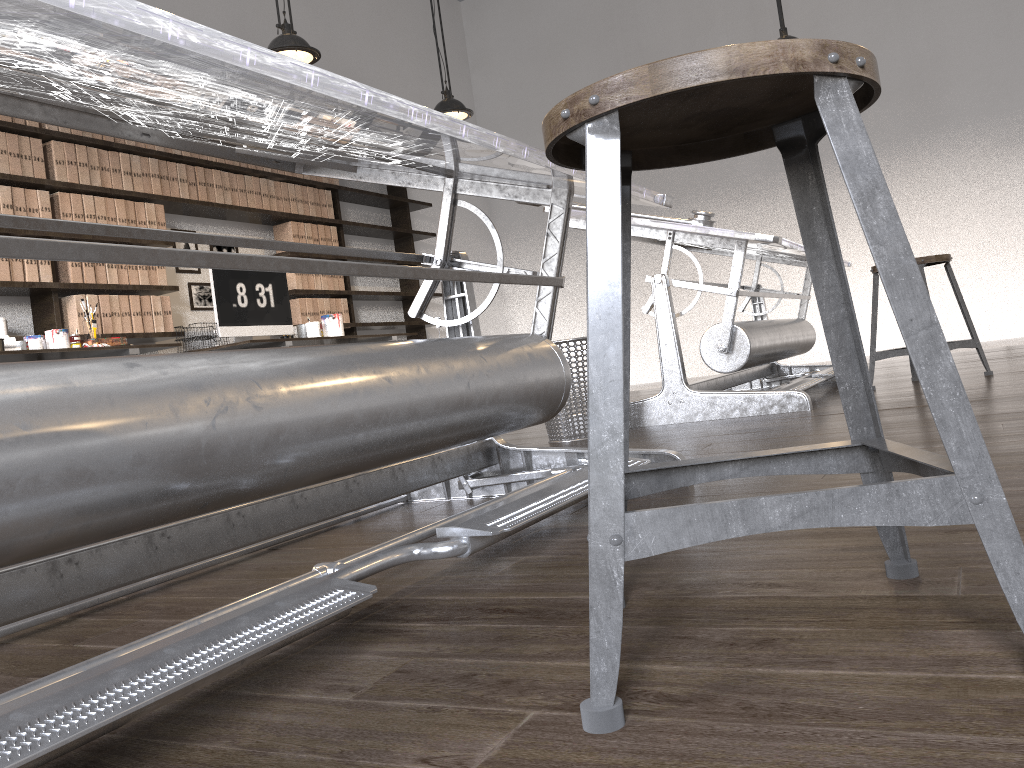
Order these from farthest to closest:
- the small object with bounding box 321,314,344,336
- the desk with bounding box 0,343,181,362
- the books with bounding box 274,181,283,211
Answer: the books with bounding box 274,181,283,211, the small object with bounding box 321,314,344,336, the desk with bounding box 0,343,181,362

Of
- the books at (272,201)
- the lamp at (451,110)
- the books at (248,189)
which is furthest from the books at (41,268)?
the lamp at (451,110)

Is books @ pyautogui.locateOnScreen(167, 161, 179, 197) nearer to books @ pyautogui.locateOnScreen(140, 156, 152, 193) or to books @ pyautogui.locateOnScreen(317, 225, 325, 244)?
books @ pyautogui.locateOnScreen(140, 156, 152, 193)

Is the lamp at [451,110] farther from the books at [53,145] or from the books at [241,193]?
the books at [53,145]

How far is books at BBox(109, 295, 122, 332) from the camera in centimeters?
488cm

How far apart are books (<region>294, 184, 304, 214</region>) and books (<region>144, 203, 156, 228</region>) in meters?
1.3 m

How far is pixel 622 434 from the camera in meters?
0.7

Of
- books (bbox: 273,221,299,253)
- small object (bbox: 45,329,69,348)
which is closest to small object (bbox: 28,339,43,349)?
small object (bbox: 45,329,69,348)

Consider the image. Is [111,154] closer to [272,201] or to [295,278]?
[272,201]

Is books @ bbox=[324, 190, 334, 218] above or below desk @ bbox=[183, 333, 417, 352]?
above
